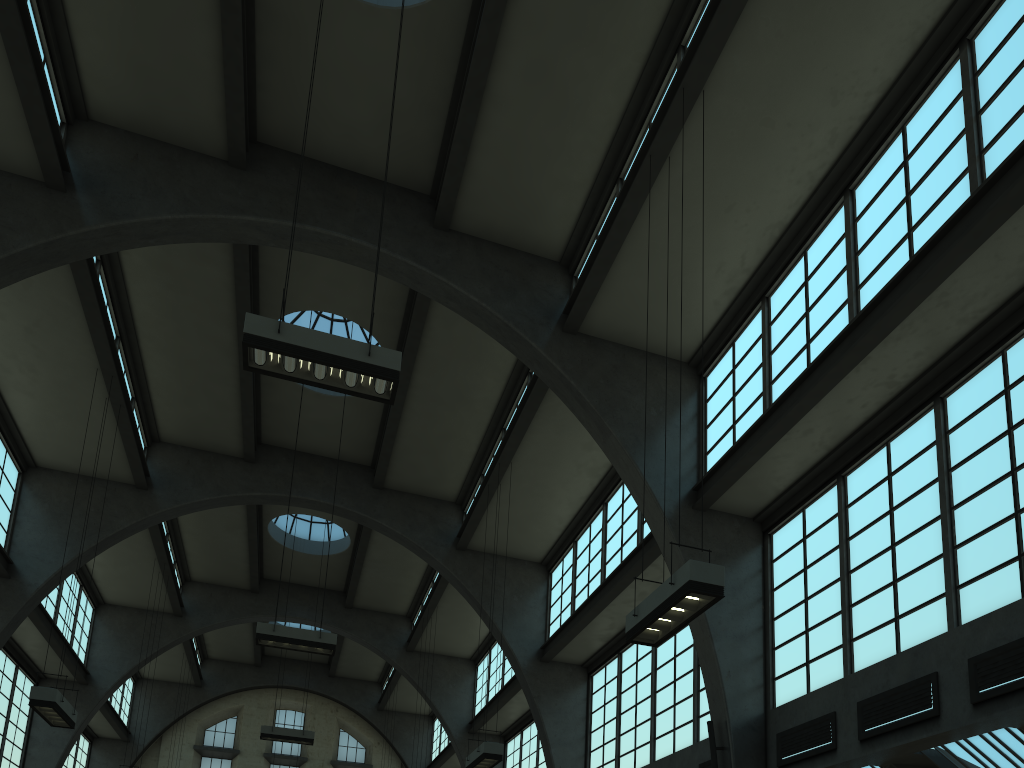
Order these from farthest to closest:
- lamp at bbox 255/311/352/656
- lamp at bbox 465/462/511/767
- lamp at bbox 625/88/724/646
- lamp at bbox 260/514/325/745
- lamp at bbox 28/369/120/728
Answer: lamp at bbox 260/514/325/745
lamp at bbox 255/311/352/656
lamp at bbox 465/462/511/767
lamp at bbox 28/369/120/728
lamp at bbox 625/88/724/646

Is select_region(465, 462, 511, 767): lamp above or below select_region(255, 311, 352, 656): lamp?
below

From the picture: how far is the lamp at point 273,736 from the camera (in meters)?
21.20

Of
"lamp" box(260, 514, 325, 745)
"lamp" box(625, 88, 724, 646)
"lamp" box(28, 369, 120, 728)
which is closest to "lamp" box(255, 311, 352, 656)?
"lamp" box(28, 369, 120, 728)

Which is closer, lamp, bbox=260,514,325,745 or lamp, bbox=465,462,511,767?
lamp, bbox=465,462,511,767

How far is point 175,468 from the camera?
20.2 meters

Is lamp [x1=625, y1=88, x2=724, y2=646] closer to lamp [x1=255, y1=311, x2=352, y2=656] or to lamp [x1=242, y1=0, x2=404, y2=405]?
lamp [x1=242, y1=0, x2=404, y2=405]

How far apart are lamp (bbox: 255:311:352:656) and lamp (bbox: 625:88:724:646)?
7.90m

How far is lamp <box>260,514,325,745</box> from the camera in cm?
2120

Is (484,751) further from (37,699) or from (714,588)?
(714,588)
